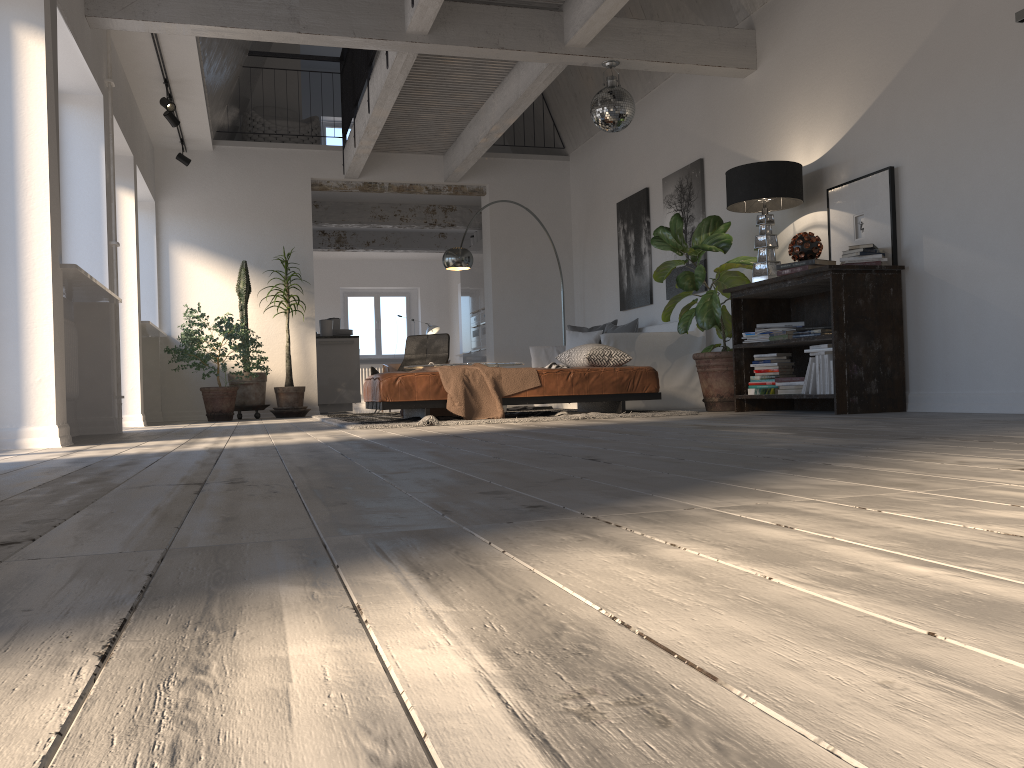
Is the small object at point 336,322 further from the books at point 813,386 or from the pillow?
the books at point 813,386

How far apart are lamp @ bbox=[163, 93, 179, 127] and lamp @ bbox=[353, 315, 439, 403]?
9.1 meters

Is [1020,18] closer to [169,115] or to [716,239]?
[716,239]

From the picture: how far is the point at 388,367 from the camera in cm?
1625

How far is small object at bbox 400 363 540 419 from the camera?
5.82m

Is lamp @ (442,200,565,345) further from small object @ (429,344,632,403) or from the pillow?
small object @ (429,344,632,403)

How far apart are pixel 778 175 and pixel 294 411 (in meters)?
5.68

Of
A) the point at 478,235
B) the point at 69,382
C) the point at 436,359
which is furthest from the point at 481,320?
the point at 69,382

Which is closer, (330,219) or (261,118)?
(261,118)

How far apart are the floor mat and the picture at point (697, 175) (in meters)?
1.57
